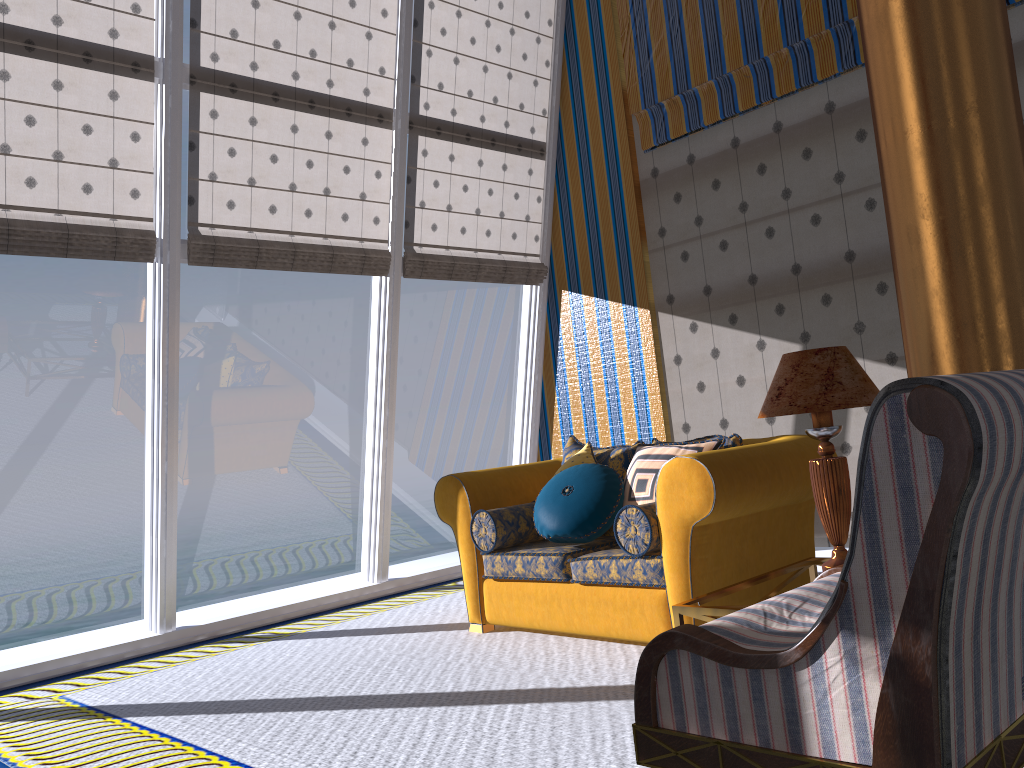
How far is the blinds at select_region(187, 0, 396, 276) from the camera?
5.0 meters

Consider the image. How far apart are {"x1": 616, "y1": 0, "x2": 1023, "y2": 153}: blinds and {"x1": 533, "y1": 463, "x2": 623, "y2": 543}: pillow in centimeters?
277cm

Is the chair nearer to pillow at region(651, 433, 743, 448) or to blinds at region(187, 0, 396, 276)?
pillow at region(651, 433, 743, 448)

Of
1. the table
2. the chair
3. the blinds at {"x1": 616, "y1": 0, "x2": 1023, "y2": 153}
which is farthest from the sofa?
the blinds at {"x1": 616, "y1": 0, "x2": 1023, "y2": 153}

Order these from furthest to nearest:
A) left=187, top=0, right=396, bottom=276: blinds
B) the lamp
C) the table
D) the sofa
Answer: left=187, top=0, right=396, bottom=276: blinds
the sofa
the lamp
the table

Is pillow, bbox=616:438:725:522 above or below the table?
above

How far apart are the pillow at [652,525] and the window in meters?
2.6 m

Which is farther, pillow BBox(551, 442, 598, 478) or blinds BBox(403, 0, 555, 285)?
blinds BBox(403, 0, 555, 285)

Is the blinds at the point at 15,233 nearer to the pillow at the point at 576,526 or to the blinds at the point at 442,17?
the blinds at the point at 442,17

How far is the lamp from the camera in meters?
2.9 m
